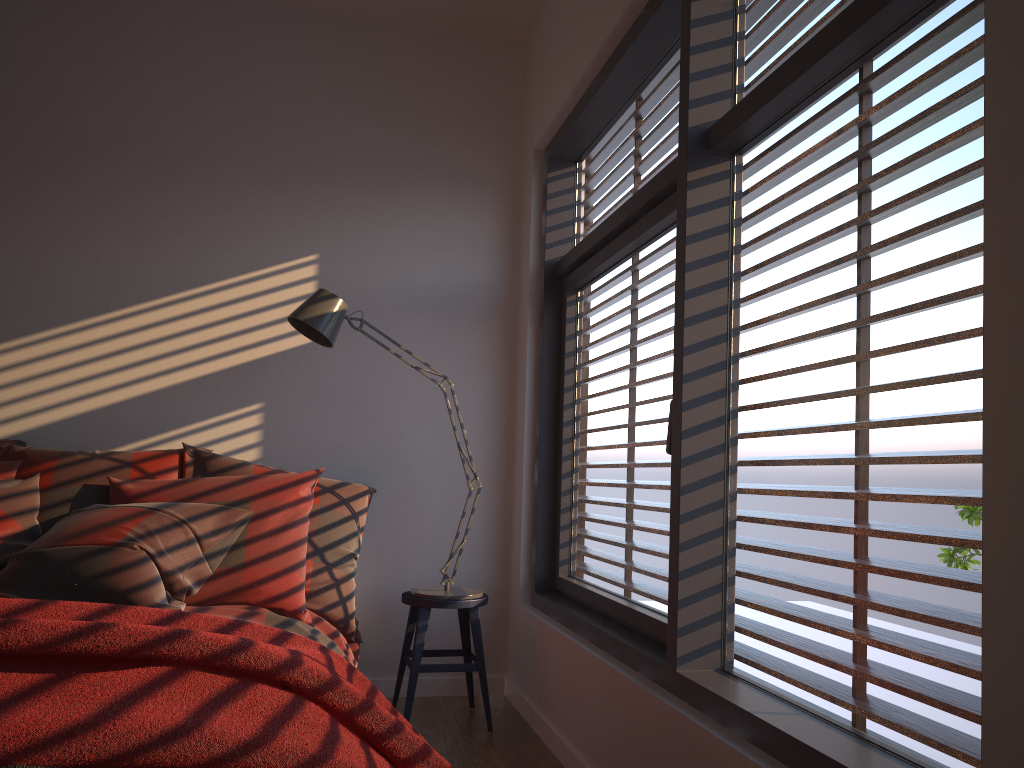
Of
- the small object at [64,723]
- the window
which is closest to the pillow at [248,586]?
the small object at [64,723]

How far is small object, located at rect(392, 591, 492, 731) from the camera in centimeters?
320cm

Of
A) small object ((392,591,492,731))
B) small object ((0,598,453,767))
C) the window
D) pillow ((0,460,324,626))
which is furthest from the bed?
the window

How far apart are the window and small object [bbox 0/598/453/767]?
0.6m

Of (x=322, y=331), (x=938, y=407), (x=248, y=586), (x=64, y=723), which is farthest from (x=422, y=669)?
(x=938, y=407)

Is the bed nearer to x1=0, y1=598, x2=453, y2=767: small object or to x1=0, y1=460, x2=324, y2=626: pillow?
x1=0, y1=460, x2=324, y2=626: pillow

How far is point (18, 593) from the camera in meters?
2.5

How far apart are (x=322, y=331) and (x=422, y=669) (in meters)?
1.27

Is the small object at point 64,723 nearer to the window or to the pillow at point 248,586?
the window

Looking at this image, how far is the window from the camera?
1.5m
